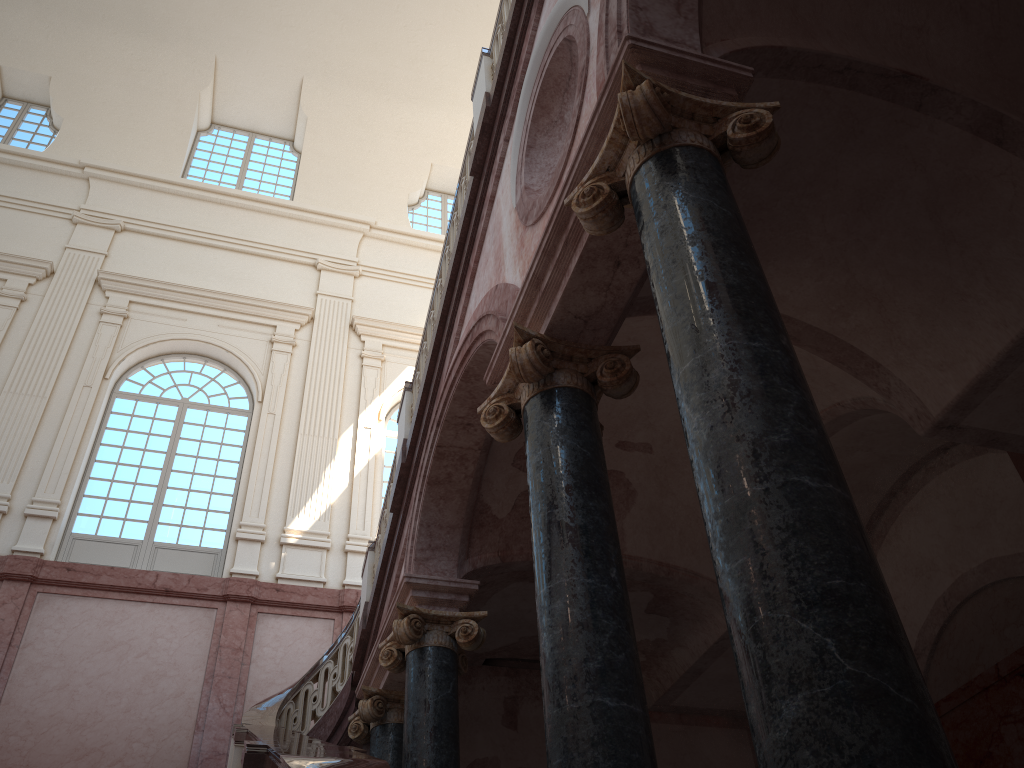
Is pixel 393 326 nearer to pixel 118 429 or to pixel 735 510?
pixel 118 429

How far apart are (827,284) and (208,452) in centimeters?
1083cm
